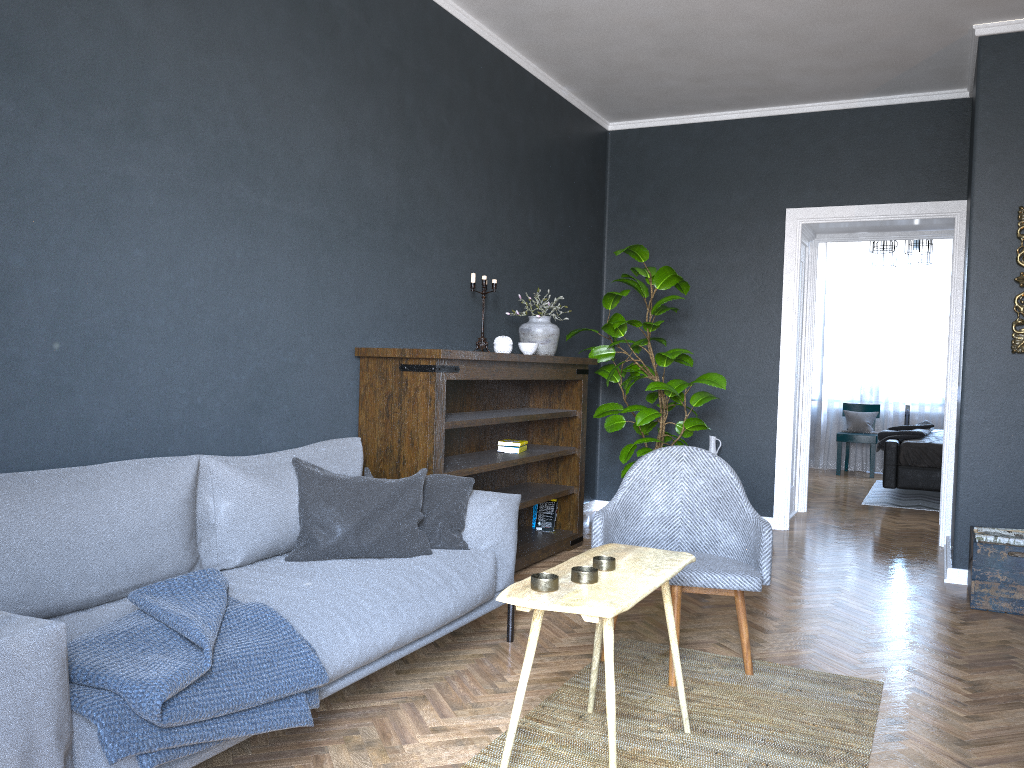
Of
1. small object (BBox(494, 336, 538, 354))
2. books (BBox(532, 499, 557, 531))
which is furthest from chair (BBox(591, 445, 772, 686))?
books (BBox(532, 499, 557, 531))

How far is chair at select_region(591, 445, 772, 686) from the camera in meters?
3.1 m

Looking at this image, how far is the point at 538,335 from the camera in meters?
5.1 m

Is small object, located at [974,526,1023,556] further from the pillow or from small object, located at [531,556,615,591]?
small object, located at [531,556,615,591]

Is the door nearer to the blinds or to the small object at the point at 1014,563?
the small object at the point at 1014,563

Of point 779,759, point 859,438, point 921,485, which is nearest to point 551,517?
point 779,759

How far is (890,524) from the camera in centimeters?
668cm

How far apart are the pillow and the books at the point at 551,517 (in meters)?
2.08

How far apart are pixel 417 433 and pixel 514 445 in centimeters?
119cm

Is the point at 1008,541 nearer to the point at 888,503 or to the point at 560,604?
the point at 560,604
